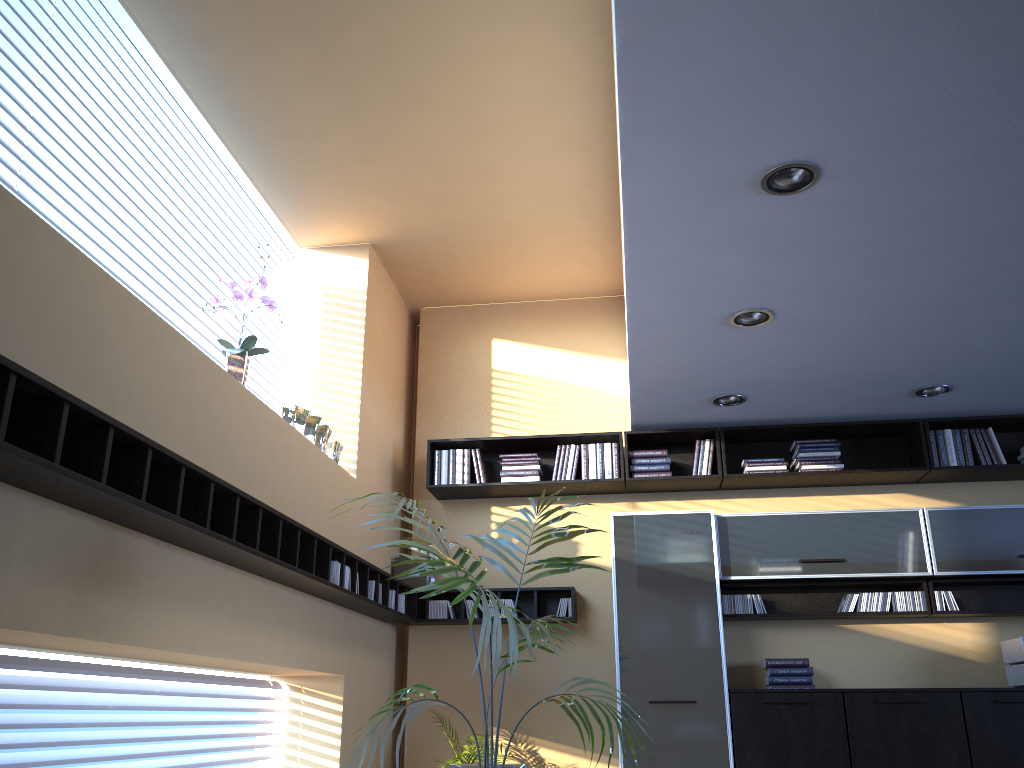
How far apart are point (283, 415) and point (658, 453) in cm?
259

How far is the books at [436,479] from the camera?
6.04m

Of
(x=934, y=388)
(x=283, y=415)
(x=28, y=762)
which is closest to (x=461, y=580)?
(x=28, y=762)

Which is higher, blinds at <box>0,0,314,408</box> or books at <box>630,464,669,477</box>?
blinds at <box>0,0,314,408</box>

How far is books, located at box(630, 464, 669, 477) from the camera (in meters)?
5.85

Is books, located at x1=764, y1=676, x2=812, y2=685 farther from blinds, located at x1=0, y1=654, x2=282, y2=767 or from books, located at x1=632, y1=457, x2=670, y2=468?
blinds, located at x1=0, y1=654, x2=282, y2=767

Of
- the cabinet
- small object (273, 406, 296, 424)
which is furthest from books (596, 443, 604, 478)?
small object (273, 406, 296, 424)

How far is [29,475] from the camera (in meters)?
2.28

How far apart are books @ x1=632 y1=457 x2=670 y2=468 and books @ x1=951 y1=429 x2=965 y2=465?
1.83m

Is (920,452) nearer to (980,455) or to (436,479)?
(980,455)
